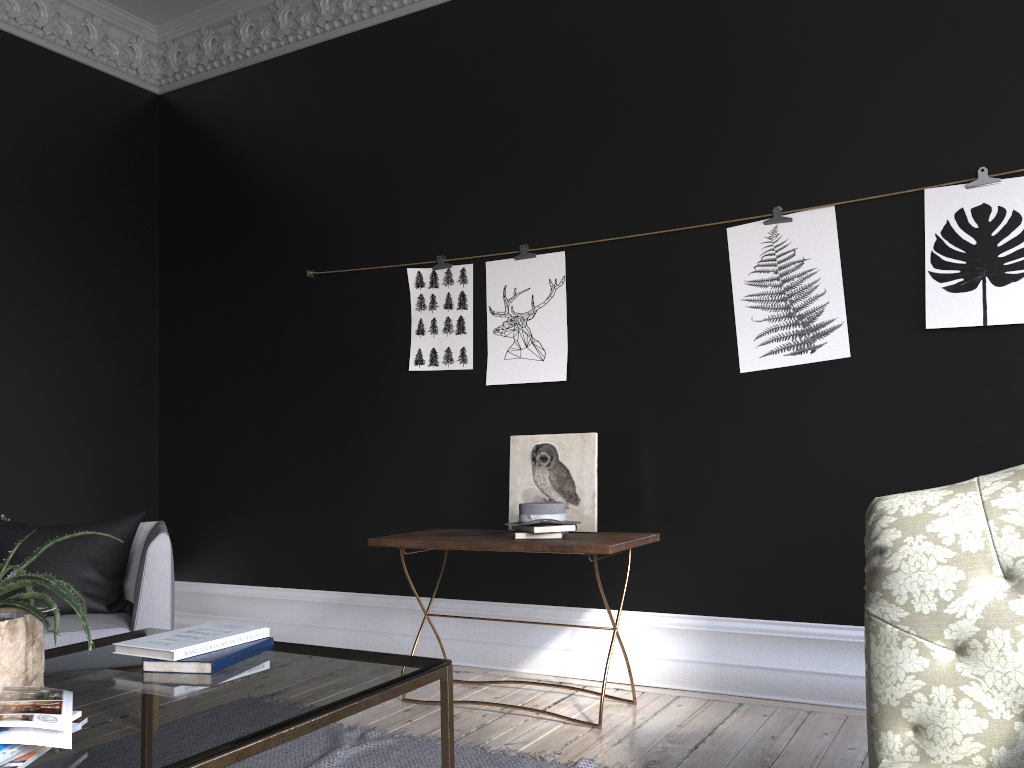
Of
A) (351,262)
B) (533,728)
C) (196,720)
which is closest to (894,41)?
(351,262)

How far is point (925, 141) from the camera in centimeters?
362cm

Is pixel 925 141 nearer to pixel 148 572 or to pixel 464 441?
pixel 464 441

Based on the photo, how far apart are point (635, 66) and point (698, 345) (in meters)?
1.40

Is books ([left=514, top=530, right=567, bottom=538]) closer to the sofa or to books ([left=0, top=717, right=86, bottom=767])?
the sofa

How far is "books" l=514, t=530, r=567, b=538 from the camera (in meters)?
3.65

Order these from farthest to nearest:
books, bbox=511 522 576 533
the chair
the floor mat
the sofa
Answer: books, bbox=511 522 576 533 < the chair < the floor mat < the sofa

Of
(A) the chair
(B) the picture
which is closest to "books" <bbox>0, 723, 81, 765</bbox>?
(A) the chair

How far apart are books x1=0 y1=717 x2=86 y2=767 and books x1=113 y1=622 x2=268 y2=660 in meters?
0.5 m

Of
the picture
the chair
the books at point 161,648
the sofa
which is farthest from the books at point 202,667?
the picture
